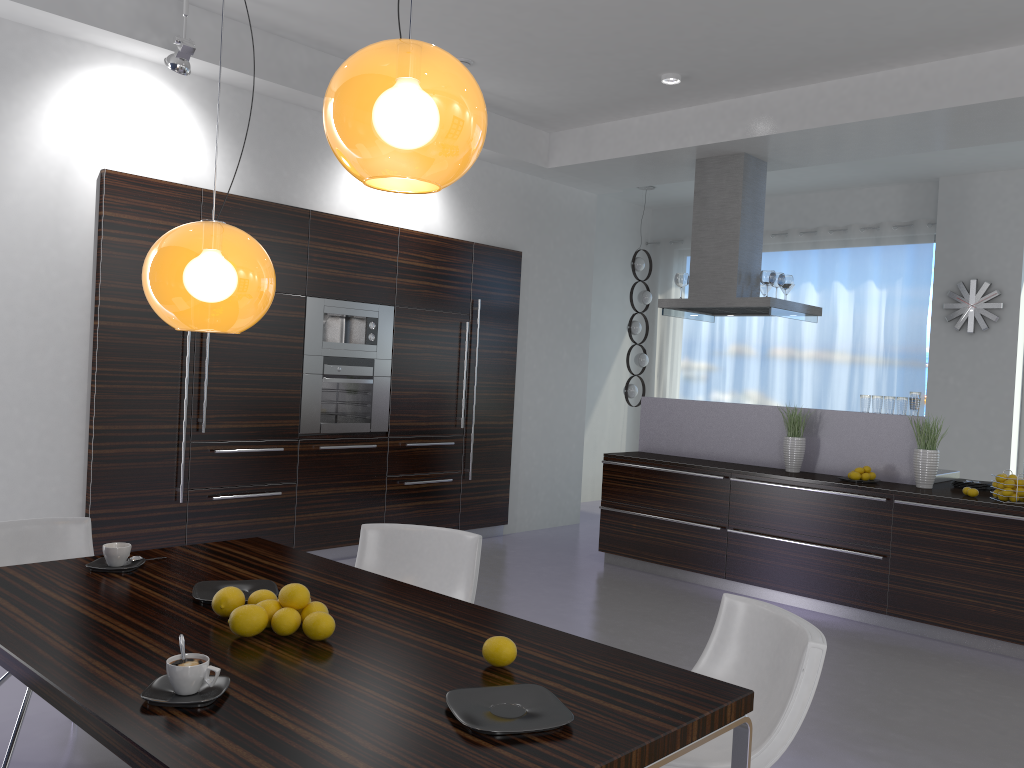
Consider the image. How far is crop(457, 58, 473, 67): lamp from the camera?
5.9m

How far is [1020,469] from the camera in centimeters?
812cm

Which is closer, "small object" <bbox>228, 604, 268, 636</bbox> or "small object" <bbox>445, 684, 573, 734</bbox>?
"small object" <bbox>445, 684, 573, 734</bbox>

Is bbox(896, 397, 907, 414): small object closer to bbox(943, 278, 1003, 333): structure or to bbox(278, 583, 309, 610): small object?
bbox(943, 278, 1003, 333): structure

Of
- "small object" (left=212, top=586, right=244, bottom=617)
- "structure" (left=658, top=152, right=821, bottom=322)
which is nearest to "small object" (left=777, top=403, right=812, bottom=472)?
"structure" (left=658, top=152, right=821, bottom=322)

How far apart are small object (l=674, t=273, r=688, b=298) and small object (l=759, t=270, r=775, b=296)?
0.7 meters

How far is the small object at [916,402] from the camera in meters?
5.8

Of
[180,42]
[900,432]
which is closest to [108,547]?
[180,42]

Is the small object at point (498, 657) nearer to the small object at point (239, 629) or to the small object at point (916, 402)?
the small object at point (239, 629)

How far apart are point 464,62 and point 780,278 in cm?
289
